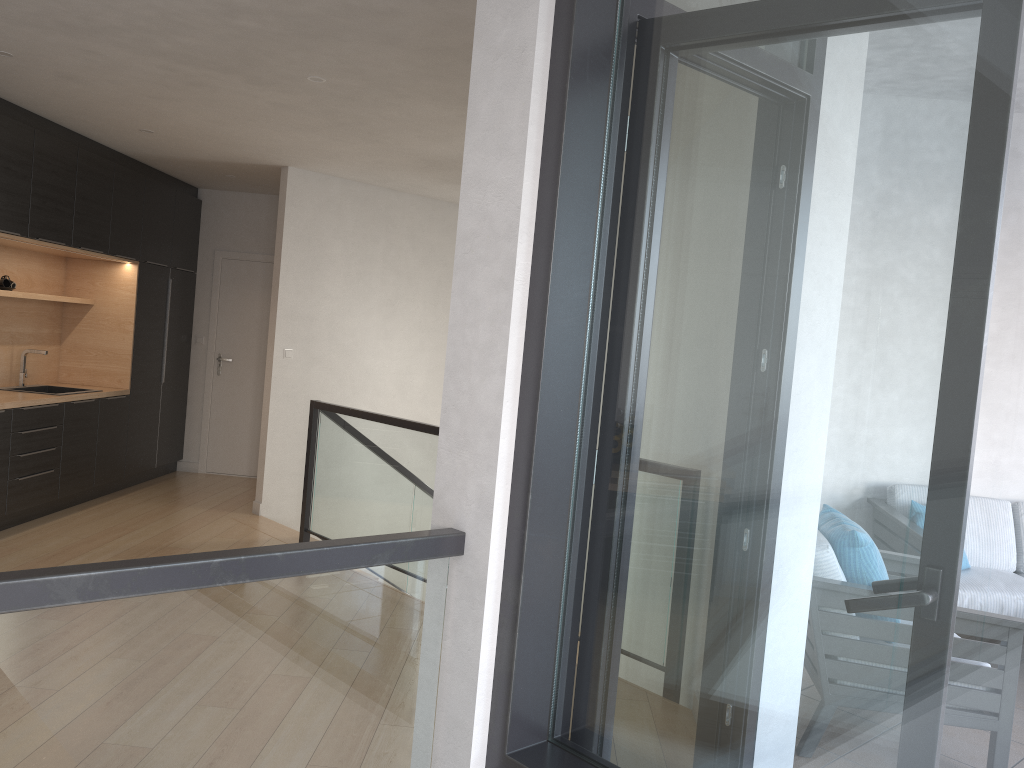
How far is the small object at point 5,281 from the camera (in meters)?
6.20

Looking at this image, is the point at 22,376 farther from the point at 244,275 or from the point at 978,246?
the point at 978,246

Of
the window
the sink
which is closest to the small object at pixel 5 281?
the sink

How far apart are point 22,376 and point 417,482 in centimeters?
346cm

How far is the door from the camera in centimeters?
842cm

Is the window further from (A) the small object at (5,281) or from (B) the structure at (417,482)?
(A) the small object at (5,281)

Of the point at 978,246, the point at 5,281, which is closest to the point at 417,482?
the point at 5,281

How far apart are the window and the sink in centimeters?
590cm

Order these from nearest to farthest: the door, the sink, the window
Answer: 1. the window
2. the sink
3. the door

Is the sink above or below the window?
below
